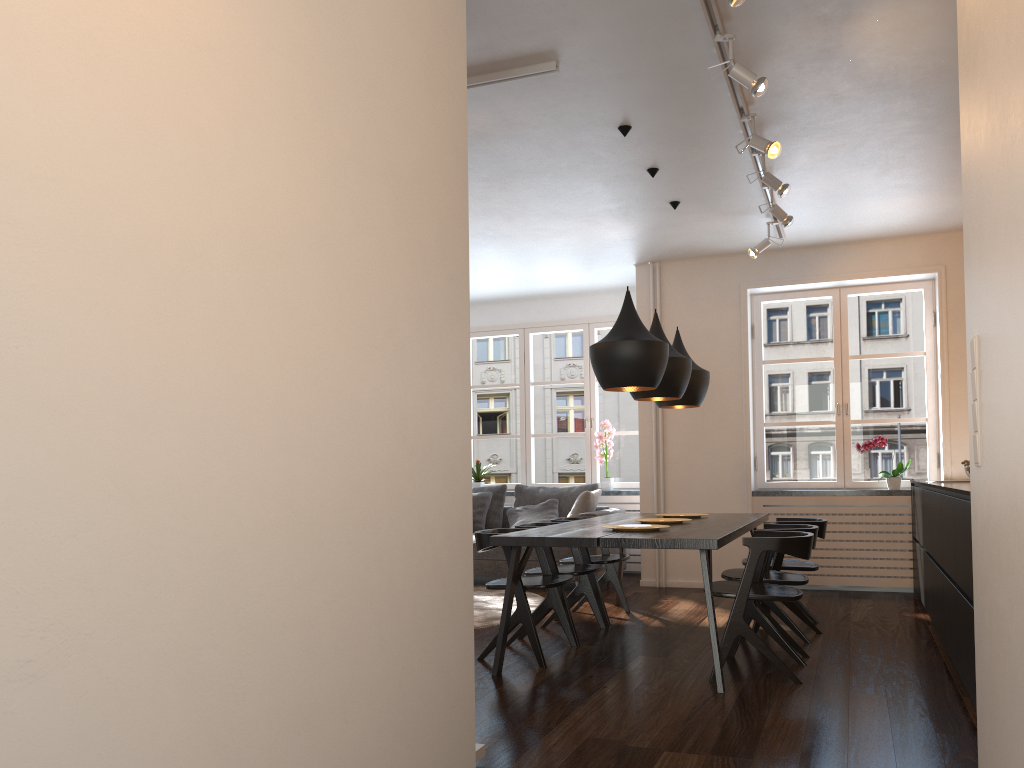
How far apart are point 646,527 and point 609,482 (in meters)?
3.78

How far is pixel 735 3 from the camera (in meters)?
2.98

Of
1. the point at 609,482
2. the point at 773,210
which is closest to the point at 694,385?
the point at 773,210

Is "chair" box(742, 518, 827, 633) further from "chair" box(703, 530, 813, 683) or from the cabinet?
"chair" box(703, 530, 813, 683)

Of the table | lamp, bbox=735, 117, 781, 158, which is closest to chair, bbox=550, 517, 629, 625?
the table

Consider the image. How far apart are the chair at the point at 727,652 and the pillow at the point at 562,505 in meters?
3.5 m

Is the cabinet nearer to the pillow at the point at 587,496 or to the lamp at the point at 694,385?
the lamp at the point at 694,385

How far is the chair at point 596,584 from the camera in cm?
564

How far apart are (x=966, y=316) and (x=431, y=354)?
1.4 meters

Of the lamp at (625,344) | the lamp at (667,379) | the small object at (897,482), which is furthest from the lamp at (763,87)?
the small object at (897,482)
